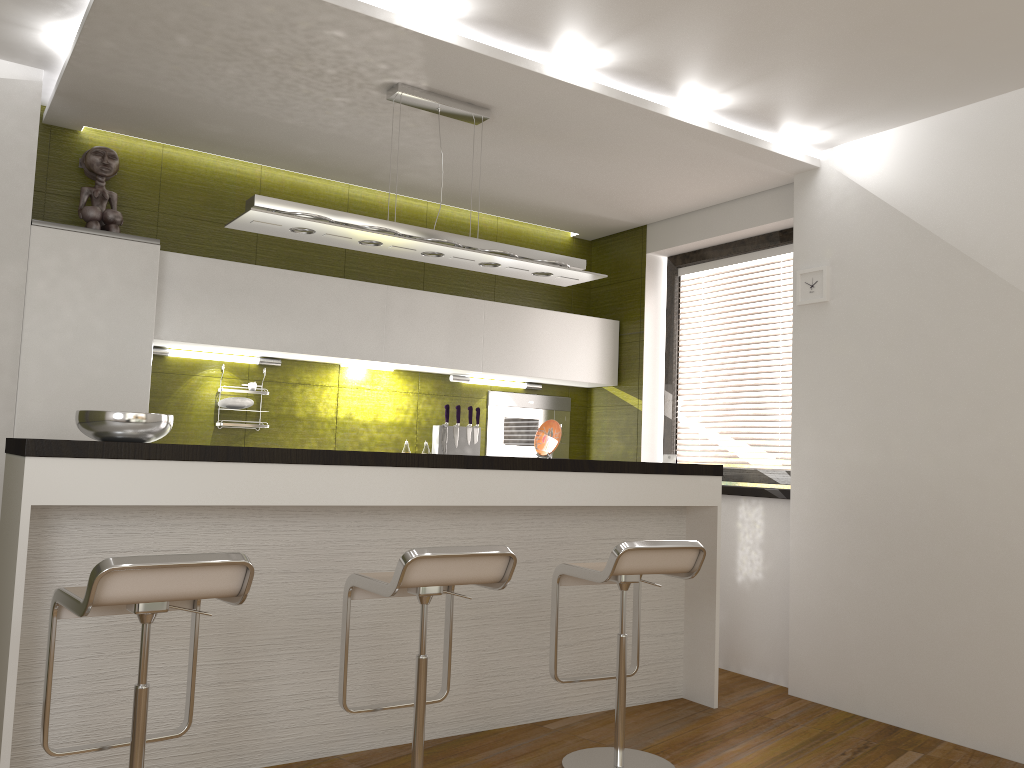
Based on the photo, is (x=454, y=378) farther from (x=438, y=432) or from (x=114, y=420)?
(x=114, y=420)

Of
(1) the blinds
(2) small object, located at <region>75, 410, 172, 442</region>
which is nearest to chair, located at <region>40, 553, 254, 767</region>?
(2) small object, located at <region>75, 410, 172, 442</region>

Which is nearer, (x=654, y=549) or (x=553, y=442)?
(x=654, y=549)

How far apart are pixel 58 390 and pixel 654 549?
2.7 meters

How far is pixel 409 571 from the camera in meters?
2.6 m

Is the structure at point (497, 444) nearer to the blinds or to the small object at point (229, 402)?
the blinds

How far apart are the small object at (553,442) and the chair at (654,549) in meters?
0.9

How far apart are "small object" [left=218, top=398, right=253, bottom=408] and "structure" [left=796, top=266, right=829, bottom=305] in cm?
291

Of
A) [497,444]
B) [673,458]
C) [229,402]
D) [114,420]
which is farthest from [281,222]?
[673,458]

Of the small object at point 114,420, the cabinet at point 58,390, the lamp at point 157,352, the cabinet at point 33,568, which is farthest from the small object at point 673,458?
the small object at point 114,420
